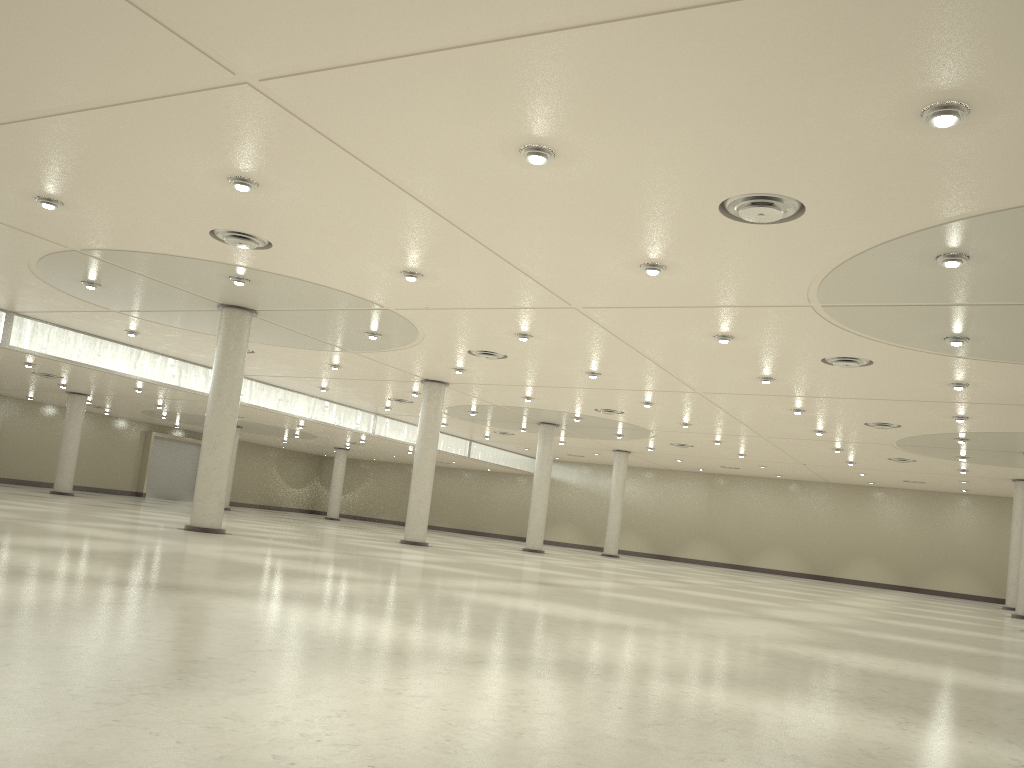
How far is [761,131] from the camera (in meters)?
22.16
